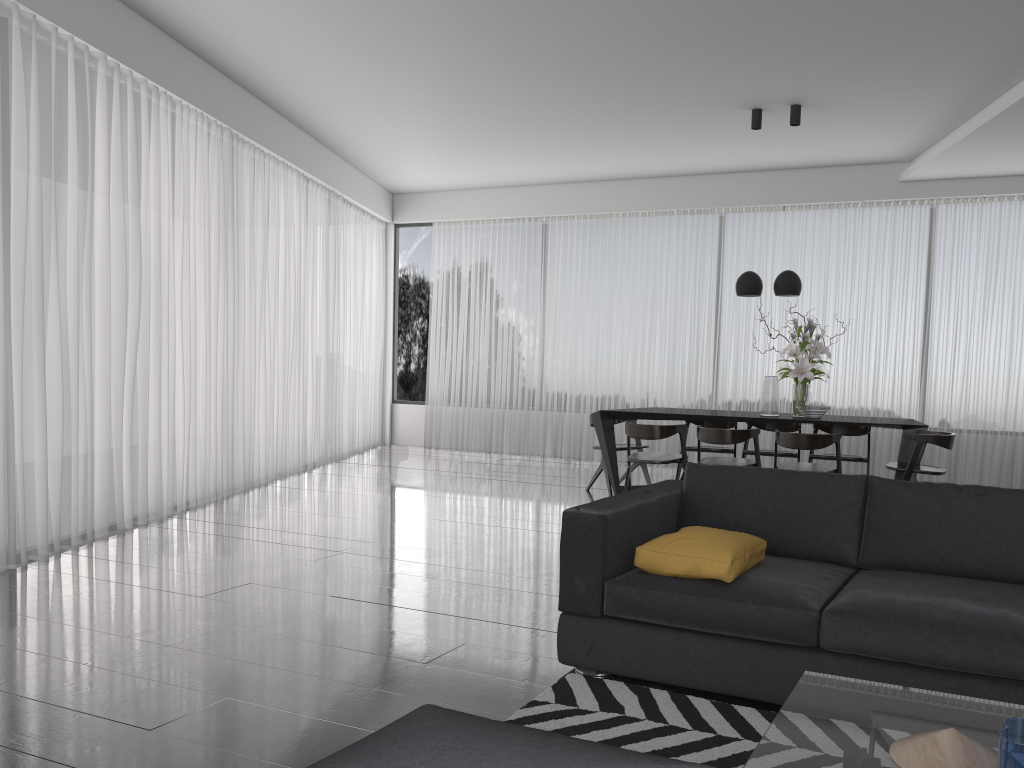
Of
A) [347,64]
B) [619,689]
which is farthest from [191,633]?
[347,64]

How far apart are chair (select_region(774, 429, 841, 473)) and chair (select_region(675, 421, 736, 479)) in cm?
111

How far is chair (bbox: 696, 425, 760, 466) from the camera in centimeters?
626cm

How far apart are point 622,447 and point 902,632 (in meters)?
4.92

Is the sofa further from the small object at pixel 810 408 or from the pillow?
the small object at pixel 810 408

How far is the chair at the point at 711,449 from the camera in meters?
7.5 m

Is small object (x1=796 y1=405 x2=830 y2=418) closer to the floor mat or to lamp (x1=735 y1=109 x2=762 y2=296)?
lamp (x1=735 y1=109 x2=762 y2=296)

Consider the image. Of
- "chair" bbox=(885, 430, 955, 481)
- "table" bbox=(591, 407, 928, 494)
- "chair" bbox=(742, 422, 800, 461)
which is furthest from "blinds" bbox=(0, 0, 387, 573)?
"chair" bbox=(885, 430, 955, 481)

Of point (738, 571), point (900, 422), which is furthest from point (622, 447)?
point (738, 571)

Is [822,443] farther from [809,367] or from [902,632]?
[902,632]
